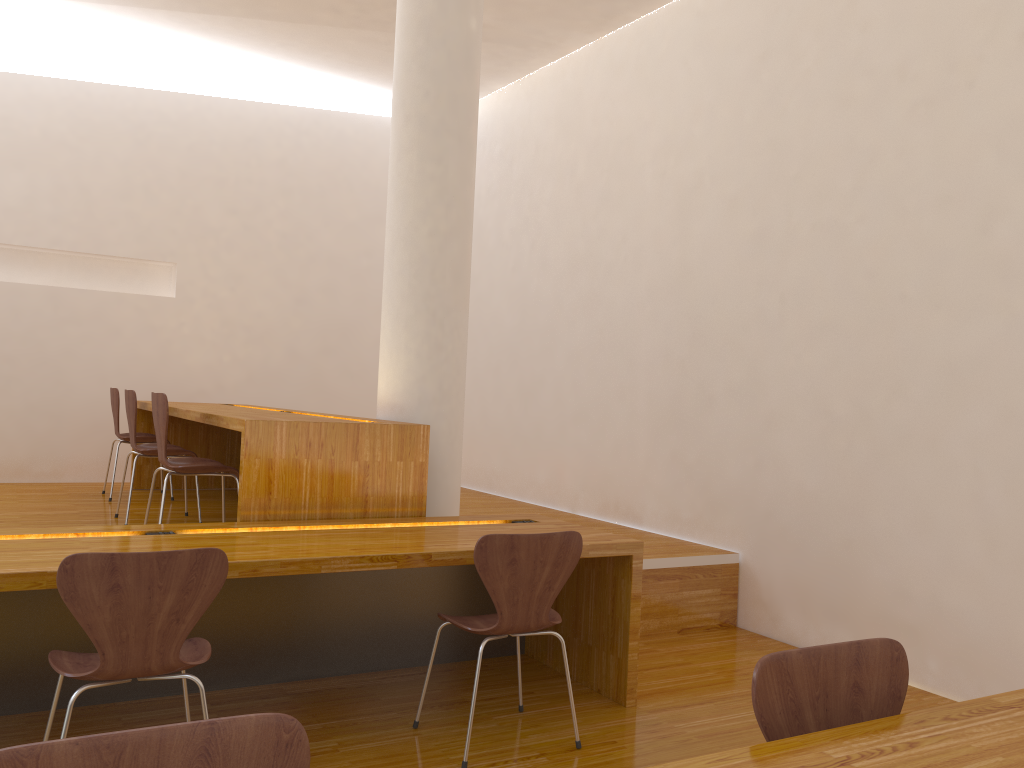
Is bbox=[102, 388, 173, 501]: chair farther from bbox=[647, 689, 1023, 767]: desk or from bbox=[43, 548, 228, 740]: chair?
bbox=[647, 689, 1023, 767]: desk

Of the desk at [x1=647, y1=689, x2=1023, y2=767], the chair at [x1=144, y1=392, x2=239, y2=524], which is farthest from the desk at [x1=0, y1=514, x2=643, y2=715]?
the desk at [x1=647, y1=689, x2=1023, y2=767]

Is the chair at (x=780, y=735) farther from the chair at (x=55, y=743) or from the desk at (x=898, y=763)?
the chair at (x=55, y=743)

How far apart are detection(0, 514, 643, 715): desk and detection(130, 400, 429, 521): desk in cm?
10

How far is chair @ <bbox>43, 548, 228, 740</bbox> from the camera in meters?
2.1 m

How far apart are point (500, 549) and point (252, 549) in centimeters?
77cm

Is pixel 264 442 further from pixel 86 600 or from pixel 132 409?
pixel 132 409

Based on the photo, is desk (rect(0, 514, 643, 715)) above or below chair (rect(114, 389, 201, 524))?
below

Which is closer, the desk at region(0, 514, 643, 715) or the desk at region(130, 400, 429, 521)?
the desk at region(0, 514, 643, 715)

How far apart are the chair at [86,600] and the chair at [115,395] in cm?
337
